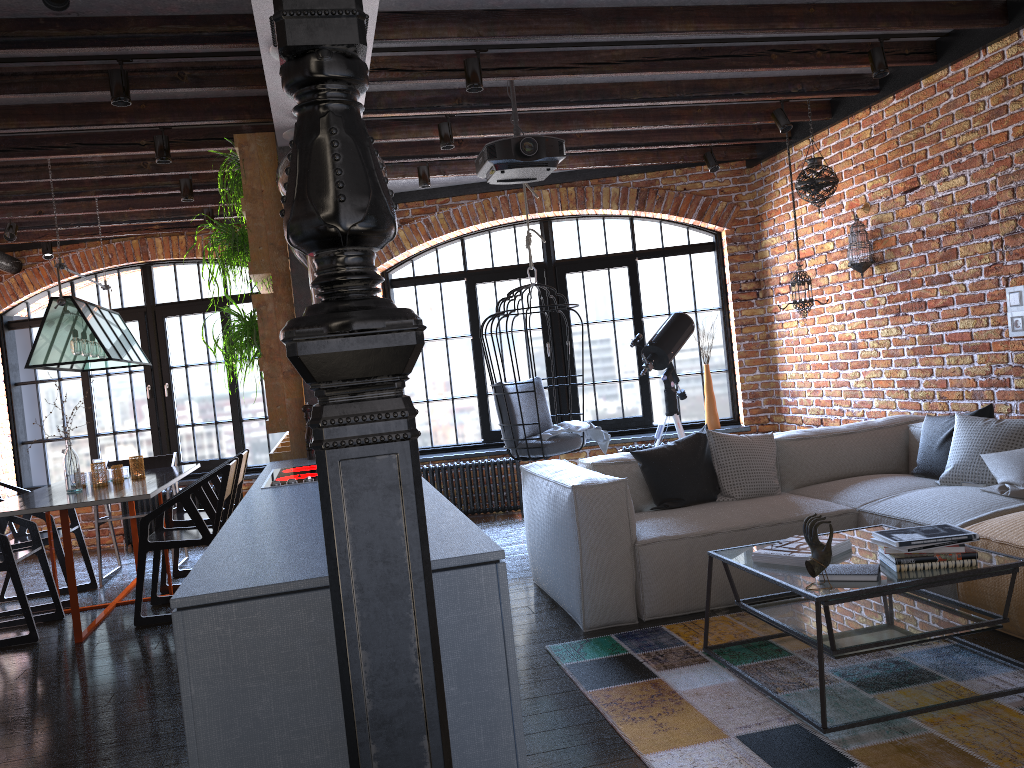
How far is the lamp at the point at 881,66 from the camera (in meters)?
4.67

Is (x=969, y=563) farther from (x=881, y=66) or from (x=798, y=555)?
(x=881, y=66)

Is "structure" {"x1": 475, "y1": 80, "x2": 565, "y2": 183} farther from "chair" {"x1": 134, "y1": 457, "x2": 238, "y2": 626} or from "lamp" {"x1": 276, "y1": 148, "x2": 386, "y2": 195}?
"chair" {"x1": 134, "y1": 457, "x2": 238, "y2": 626}

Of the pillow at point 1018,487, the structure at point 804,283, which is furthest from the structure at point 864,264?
the pillow at point 1018,487

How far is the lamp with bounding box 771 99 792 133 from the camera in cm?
565

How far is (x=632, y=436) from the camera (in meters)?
7.32

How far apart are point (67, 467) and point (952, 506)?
4.6m

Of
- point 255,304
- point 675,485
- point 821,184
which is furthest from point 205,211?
point 821,184

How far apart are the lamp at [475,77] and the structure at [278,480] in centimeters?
193cm

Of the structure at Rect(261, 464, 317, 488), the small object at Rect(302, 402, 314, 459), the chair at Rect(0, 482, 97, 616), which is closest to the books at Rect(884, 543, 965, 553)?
the structure at Rect(261, 464, 317, 488)
